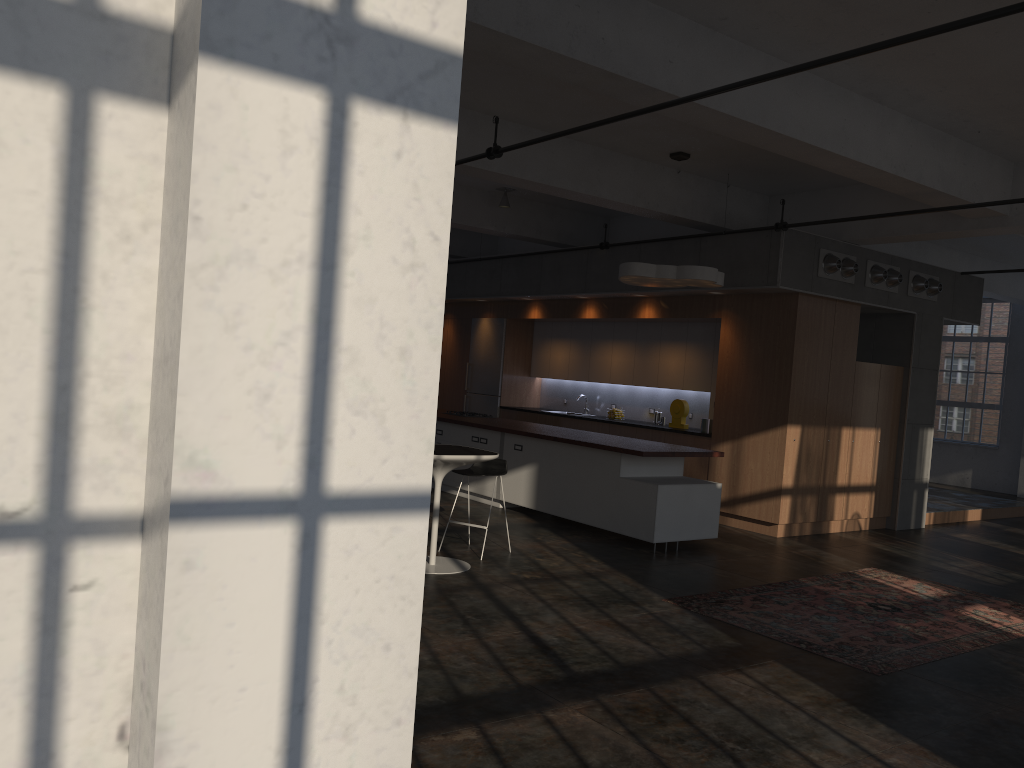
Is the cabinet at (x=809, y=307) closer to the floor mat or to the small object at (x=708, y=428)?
the small object at (x=708, y=428)

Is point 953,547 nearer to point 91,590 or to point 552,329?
point 552,329

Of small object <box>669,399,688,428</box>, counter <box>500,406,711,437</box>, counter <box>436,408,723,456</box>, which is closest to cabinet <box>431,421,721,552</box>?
counter <box>436,408,723,456</box>

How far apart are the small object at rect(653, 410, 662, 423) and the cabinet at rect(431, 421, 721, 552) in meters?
2.7 m

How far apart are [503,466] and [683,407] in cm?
415

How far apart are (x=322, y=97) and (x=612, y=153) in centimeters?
823cm

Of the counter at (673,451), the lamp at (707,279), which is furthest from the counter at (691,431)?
the lamp at (707,279)

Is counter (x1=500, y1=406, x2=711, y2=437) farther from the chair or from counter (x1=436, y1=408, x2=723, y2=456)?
the chair

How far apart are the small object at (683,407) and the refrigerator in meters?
3.5

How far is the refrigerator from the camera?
14.2 meters
